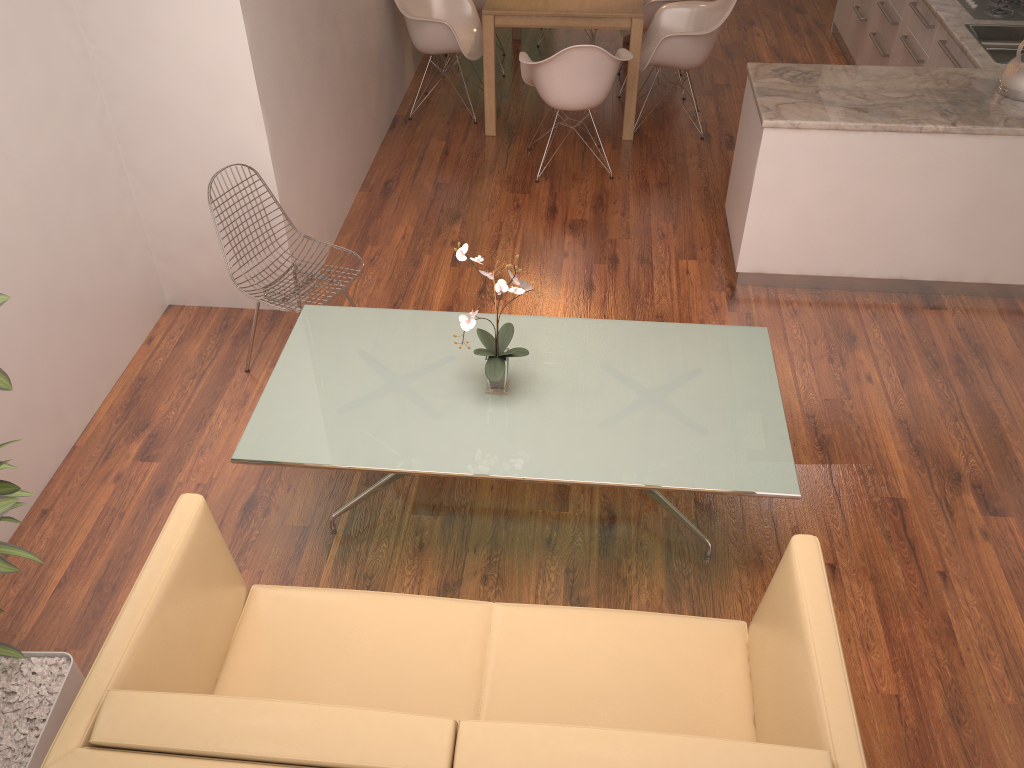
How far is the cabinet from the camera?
4.26m

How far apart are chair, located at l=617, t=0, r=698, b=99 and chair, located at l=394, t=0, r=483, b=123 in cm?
109

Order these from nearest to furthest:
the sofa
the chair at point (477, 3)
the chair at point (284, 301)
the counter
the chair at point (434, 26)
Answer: the sofa
the chair at point (284, 301)
the counter
the chair at point (434, 26)
the chair at point (477, 3)

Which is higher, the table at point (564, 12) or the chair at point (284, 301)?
the table at point (564, 12)

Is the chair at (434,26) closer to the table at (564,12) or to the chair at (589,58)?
the table at (564,12)

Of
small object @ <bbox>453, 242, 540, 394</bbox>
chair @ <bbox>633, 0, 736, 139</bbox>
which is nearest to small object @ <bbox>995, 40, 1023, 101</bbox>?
chair @ <bbox>633, 0, 736, 139</bbox>

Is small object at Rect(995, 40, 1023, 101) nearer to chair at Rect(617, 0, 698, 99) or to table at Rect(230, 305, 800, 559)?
table at Rect(230, 305, 800, 559)

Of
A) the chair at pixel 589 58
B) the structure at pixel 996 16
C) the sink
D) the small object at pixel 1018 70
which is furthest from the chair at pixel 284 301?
the structure at pixel 996 16

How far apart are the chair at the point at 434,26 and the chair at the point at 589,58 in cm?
64

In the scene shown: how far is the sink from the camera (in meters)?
5.19
